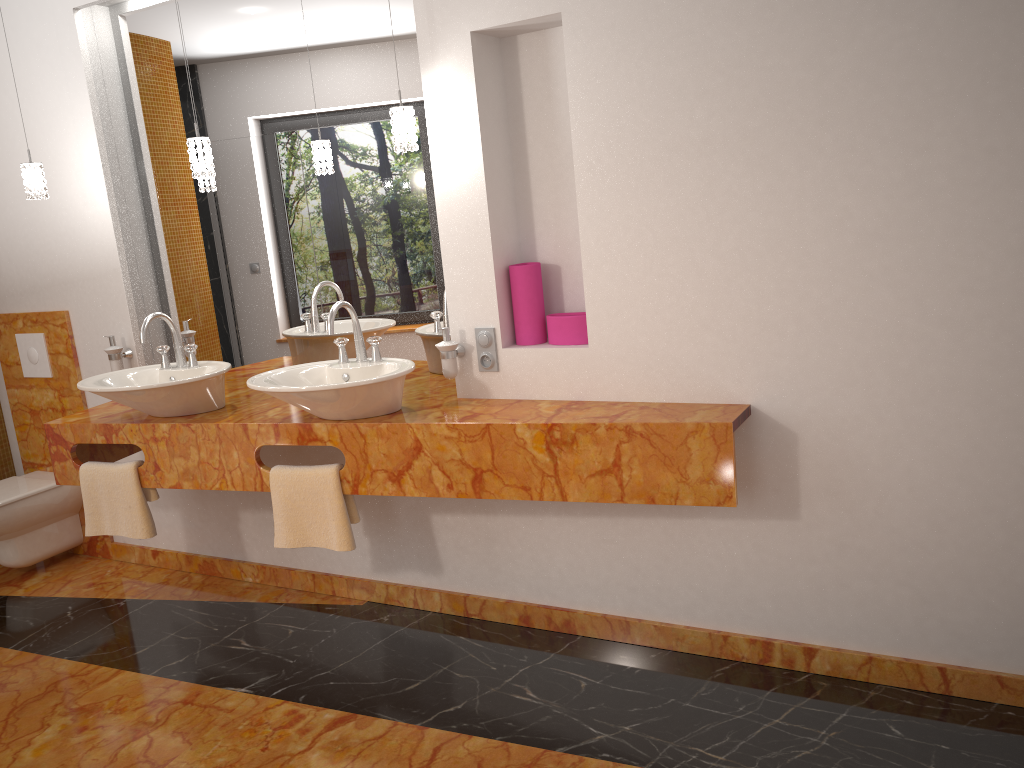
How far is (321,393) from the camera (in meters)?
2.57

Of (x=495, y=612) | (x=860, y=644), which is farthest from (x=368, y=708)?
(x=860, y=644)

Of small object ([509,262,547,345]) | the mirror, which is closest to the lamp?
the mirror

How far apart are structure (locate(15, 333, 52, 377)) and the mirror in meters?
0.6 m

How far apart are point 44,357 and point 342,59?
2.0m

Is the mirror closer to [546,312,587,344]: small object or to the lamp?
the lamp

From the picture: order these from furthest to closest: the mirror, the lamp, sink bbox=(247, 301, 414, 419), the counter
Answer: the mirror
the lamp
sink bbox=(247, 301, 414, 419)
the counter

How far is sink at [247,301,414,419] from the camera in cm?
257

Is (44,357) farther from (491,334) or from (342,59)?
(491,334)

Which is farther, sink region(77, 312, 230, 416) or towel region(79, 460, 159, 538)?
towel region(79, 460, 159, 538)
